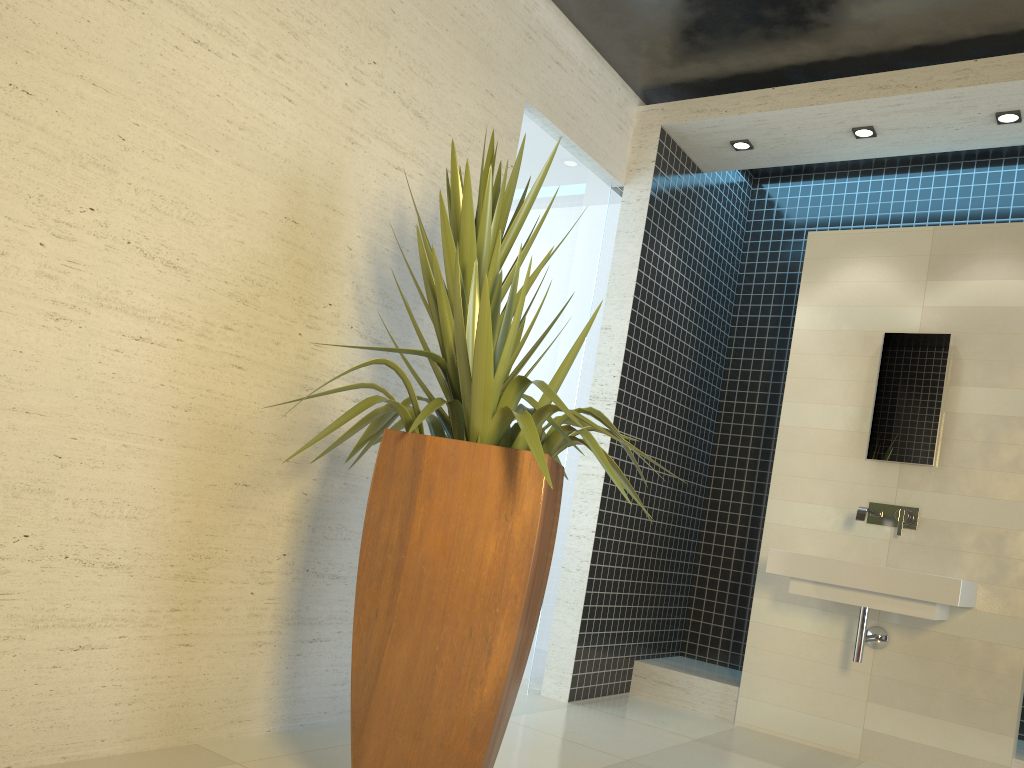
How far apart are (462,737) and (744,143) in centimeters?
376cm

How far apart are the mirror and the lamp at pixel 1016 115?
1.1m

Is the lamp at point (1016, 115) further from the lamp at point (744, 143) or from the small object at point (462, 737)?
the small object at point (462, 737)

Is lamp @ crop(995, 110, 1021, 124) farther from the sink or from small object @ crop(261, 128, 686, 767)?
small object @ crop(261, 128, 686, 767)

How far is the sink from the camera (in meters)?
3.79

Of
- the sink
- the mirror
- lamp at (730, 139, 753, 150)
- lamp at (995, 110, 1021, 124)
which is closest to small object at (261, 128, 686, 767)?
the sink

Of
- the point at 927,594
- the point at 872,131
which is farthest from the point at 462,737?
the point at 872,131

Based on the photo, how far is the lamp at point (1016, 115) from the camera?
4.18m

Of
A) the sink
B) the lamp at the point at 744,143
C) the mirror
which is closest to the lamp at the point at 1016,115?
the mirror

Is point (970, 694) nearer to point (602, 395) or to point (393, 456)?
point (602, 395)
